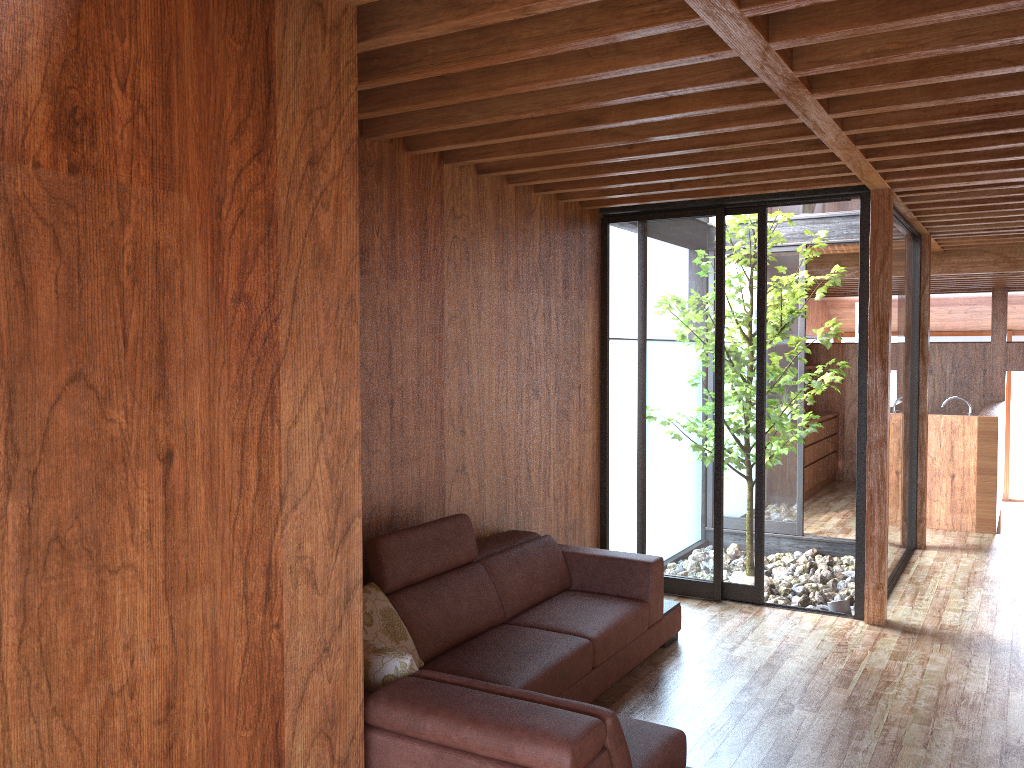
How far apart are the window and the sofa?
0.78m

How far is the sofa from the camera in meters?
2.2 m

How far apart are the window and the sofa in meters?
0.8

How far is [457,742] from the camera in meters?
2.2 m

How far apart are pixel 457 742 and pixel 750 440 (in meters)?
3.31

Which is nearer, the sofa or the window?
the sofa
